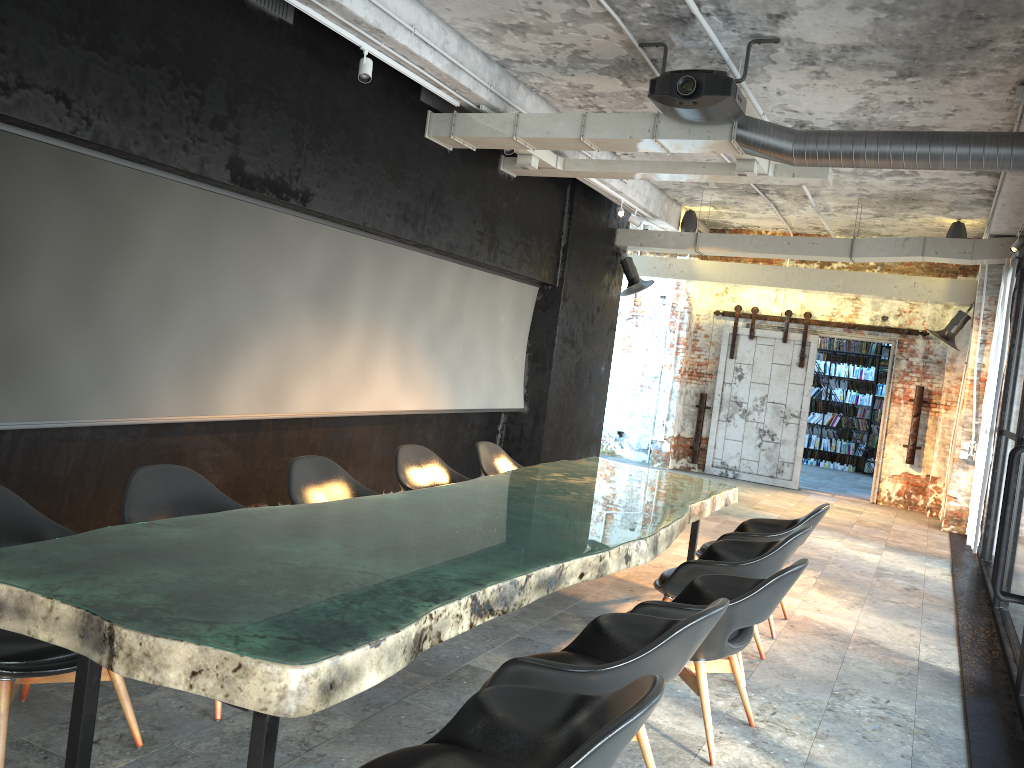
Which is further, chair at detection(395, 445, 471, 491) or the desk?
chair at detection(395, 445, 471, 491)

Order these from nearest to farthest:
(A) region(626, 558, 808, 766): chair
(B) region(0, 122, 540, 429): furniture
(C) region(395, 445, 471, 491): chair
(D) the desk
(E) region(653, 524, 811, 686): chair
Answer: (D) the desk → (A) region(626, 558, 808, 766): chair → (E) region(653, 524, 811, 686): chair → (B) region(0, 122, 540, 429): furniture → (C) region(395, 445, 471, 491): chair

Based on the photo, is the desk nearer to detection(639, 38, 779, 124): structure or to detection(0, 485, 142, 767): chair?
detection(0, 485, 142, 767): chair

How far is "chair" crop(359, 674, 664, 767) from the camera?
1.9 meters

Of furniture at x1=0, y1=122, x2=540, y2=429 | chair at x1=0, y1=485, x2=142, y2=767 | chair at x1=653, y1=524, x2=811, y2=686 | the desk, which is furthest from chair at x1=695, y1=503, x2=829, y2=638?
chair at x1=0, y1=485, x2=142, y2=767

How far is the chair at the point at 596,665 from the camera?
2.7 meters

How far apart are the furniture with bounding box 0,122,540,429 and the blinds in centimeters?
499cm

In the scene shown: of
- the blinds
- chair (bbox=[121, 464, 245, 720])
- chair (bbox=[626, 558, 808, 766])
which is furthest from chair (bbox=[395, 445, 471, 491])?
the blinds

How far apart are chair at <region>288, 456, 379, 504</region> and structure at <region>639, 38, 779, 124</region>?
3.3m

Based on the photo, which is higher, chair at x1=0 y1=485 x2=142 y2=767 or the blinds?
the blinds
